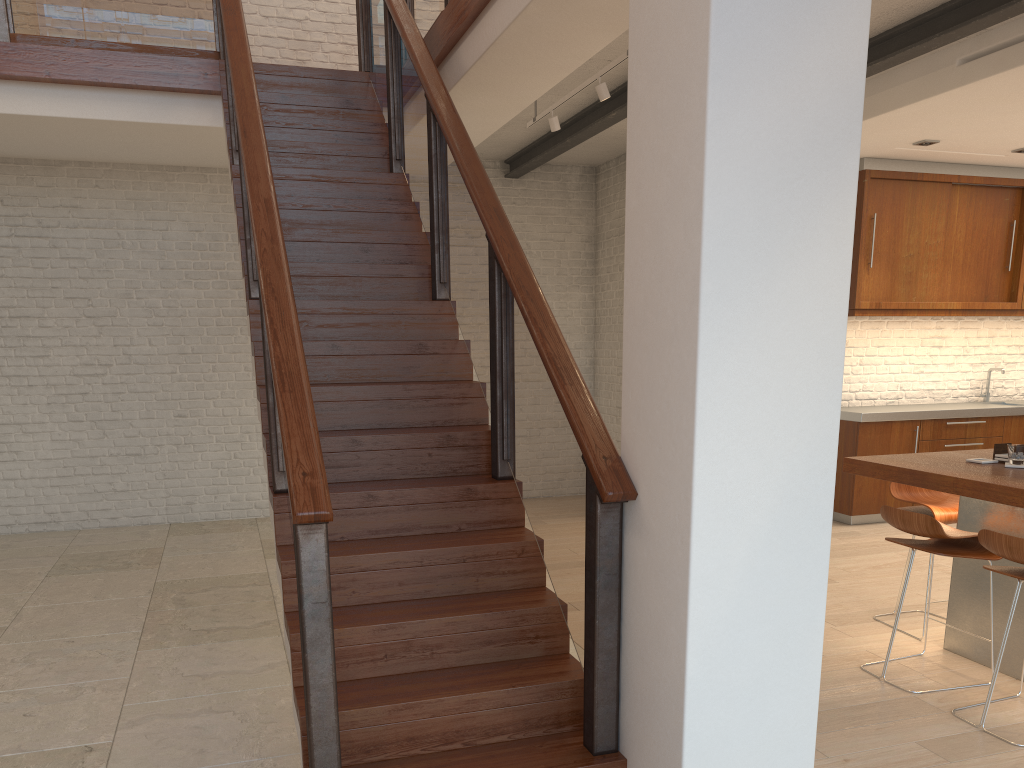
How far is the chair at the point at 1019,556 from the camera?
3.1m

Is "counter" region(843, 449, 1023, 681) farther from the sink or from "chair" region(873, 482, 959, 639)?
the sink

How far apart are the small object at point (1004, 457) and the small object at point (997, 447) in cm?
3

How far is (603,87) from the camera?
4.99m

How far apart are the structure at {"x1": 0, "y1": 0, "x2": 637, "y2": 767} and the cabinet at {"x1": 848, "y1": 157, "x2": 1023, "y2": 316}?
3.6 meters

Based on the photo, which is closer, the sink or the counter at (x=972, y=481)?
the counter at (x=972, y=481)

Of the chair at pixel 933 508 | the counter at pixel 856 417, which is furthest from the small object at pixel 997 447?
the counter at pixel 856 417

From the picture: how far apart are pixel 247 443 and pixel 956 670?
5.7 meters

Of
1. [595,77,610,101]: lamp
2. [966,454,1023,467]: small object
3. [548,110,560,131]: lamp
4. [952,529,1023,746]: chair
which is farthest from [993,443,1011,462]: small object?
[548,110,560,131]: lamp

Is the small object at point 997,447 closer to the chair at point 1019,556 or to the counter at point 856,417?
the chair at point 1019,556
